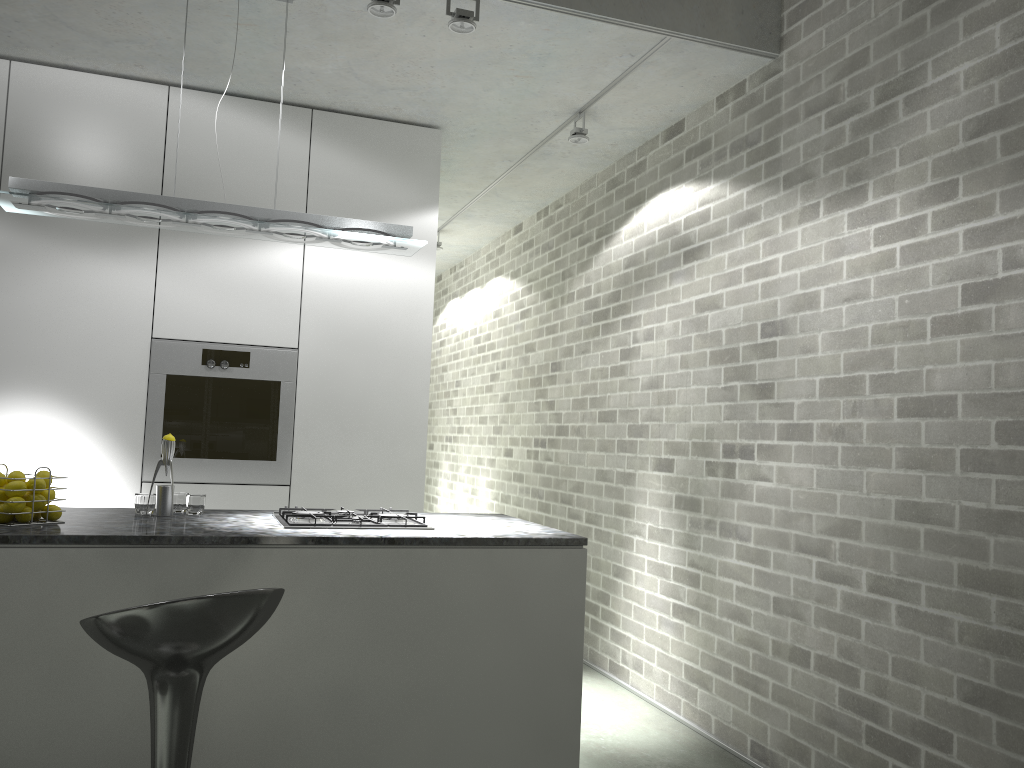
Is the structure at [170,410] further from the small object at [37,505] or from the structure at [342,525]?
the small object at [37,505]

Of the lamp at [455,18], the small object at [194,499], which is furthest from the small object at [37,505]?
the lamp at [455,18]

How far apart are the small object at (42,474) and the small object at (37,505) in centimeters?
10cm

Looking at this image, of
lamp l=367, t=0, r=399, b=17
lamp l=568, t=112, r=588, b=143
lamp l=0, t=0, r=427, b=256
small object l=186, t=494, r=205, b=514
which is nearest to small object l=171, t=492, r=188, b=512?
small object l=186, t=494, r=205, b=514

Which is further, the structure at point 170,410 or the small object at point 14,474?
the structure at point 170,410

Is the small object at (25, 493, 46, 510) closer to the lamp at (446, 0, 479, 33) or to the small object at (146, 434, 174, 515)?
the small object at (146, 434, 174, 515)

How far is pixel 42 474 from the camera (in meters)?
2.76

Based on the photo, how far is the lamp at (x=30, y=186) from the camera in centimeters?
305cm

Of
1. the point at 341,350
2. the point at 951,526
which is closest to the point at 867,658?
the point at 951,526

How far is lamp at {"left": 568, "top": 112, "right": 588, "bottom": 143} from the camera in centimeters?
451cm
